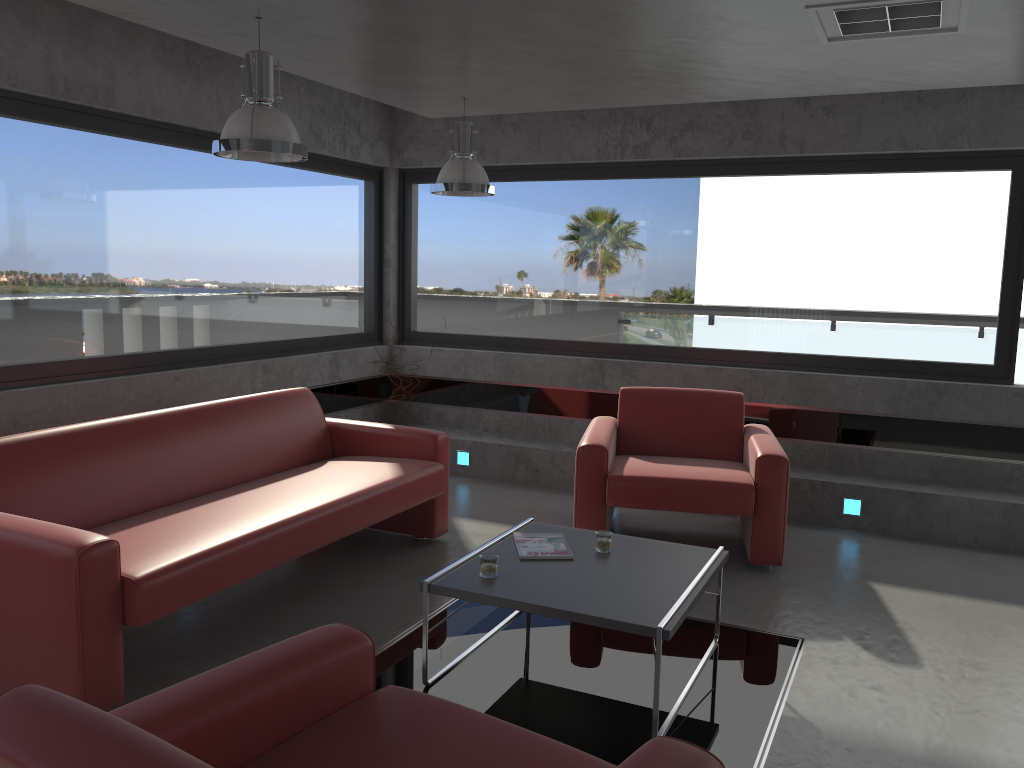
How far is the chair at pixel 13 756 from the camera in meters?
1.4 m

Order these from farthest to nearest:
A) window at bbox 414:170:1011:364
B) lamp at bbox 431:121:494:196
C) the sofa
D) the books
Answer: window at bbox 414:170:1011:364
lamp at bbox 431:121:494:196
the books
the sofa

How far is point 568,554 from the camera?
3.77m

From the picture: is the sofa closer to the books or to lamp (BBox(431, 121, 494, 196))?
the books

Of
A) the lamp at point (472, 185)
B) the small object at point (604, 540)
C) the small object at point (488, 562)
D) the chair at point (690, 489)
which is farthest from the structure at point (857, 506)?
the small object at point (488, 562)

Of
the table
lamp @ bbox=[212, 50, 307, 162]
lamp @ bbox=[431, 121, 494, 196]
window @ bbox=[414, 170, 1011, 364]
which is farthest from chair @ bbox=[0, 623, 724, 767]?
window @ bbox=[414, 170, 1011, 364]

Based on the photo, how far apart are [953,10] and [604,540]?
2.5 meters

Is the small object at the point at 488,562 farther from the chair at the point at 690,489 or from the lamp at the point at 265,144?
the lamp at the point at 265,144

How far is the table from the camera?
3.2 meters

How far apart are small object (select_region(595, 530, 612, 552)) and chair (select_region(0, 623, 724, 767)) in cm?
163
